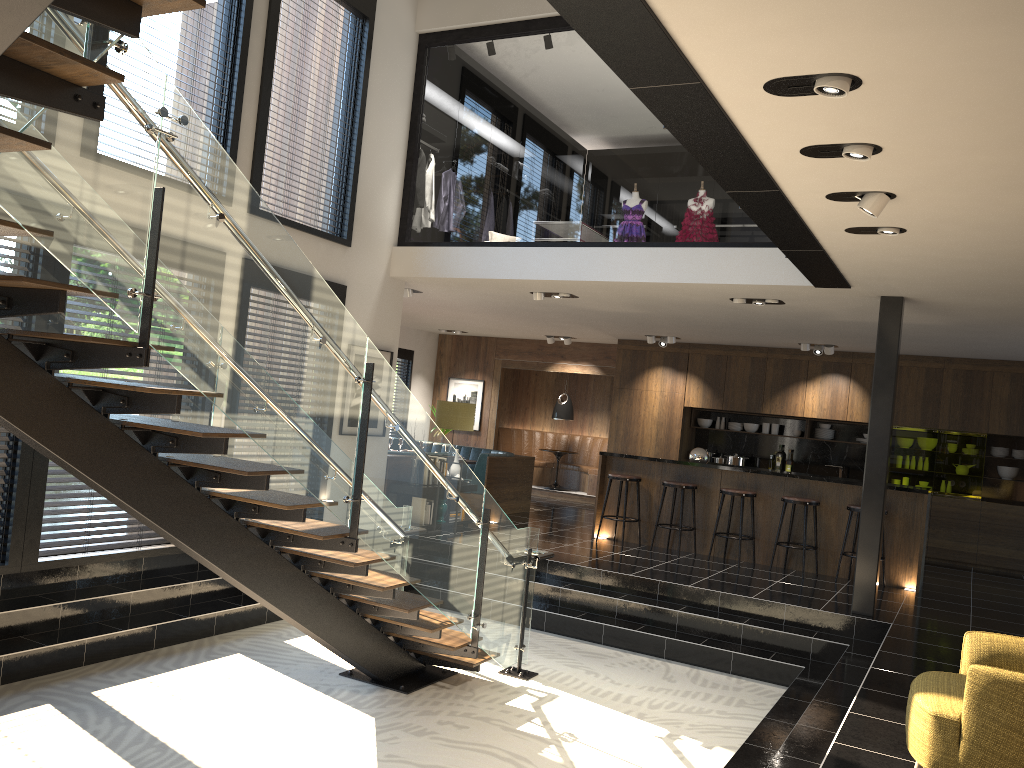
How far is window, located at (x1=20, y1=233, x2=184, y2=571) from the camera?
6.0m

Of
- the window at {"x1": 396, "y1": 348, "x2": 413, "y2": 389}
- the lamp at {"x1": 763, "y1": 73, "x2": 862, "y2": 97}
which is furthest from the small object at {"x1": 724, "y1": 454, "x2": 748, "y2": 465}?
the lamp at {"x1": 763, "y1": 73, "x2": 862, "y2": 97}

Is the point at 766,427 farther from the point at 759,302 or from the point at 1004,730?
the point at 1004,730

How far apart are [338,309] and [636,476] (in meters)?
6.40

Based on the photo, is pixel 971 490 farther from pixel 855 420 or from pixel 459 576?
pixel 459 576

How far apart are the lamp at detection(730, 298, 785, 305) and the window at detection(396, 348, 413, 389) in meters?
8.1 m

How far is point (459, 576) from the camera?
5.80m

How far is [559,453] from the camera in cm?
1520

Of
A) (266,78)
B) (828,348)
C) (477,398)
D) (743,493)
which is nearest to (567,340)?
(477,398)

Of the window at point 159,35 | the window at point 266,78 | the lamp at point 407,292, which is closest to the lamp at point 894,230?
the window at point 266,78
